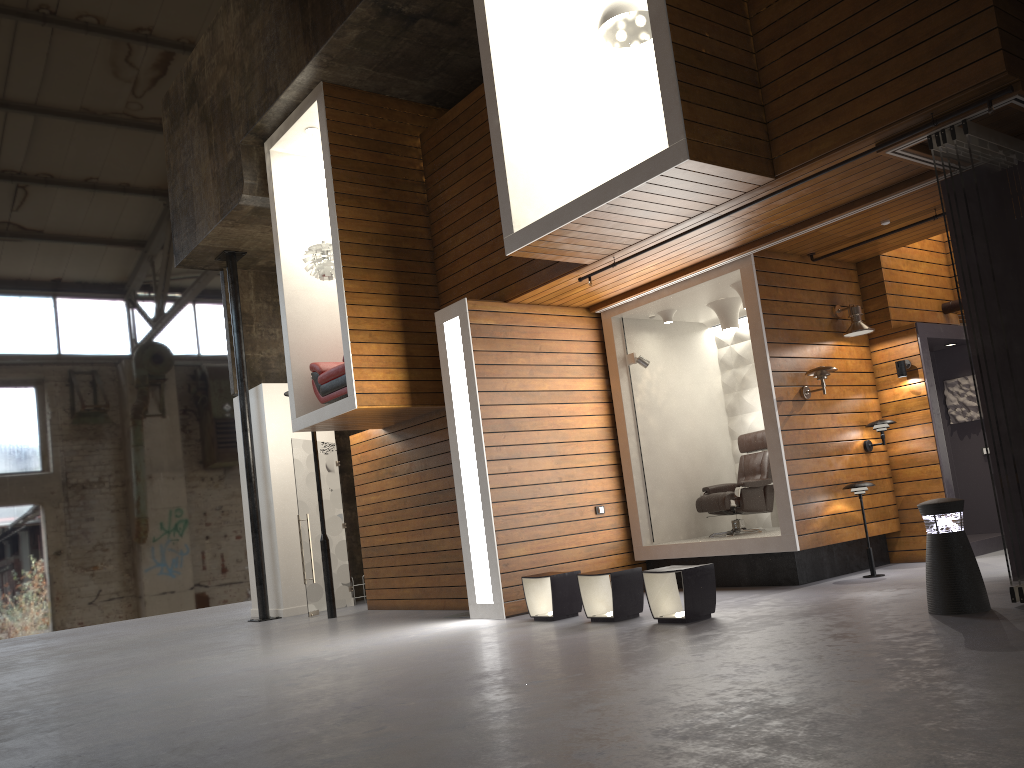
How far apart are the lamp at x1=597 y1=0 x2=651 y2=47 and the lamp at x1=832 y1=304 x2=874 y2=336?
3.25m

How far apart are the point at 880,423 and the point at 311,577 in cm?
707

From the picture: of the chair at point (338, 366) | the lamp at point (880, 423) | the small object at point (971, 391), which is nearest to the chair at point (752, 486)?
the lamp at point (880, 423)

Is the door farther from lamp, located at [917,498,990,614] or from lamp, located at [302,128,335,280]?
lamp, located at [917,498,990,614]

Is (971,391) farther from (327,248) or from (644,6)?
(327,248)

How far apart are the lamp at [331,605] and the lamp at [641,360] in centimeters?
436cm

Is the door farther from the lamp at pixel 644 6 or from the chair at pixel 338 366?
the lamp at pixel 644 6

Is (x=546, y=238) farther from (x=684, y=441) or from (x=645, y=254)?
(x=684, y=441)

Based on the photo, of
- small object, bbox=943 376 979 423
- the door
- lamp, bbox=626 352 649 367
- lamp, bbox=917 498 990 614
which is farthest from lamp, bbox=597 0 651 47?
the door

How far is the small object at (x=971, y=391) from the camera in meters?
9.4
